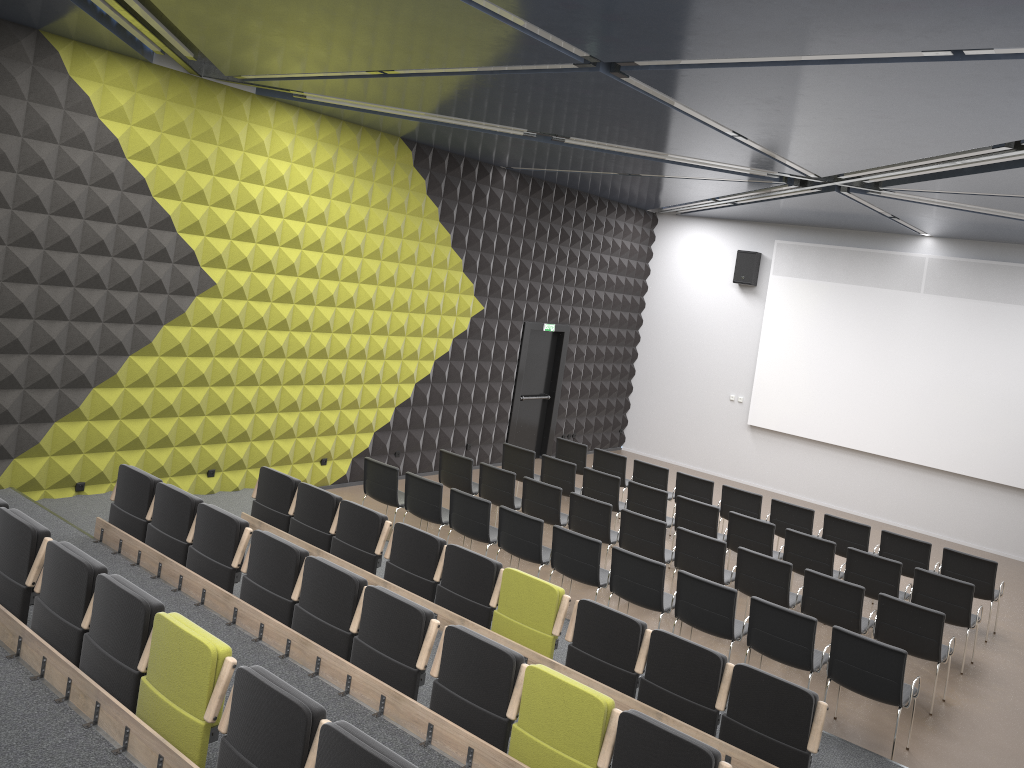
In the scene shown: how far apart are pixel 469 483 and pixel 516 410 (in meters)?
4.10

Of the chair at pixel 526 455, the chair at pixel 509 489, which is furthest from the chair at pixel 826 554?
the chair at pixel 526 455

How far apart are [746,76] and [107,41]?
5.8m

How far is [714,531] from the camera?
10.50m

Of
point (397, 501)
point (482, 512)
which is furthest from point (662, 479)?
point (397, 501)

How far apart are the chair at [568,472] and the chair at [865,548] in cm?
321

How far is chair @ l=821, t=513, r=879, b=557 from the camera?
10.7m

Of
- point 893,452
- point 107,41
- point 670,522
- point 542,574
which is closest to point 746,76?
point 107,41

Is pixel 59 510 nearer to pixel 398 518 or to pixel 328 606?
pixel 398 518

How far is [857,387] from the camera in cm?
1517
